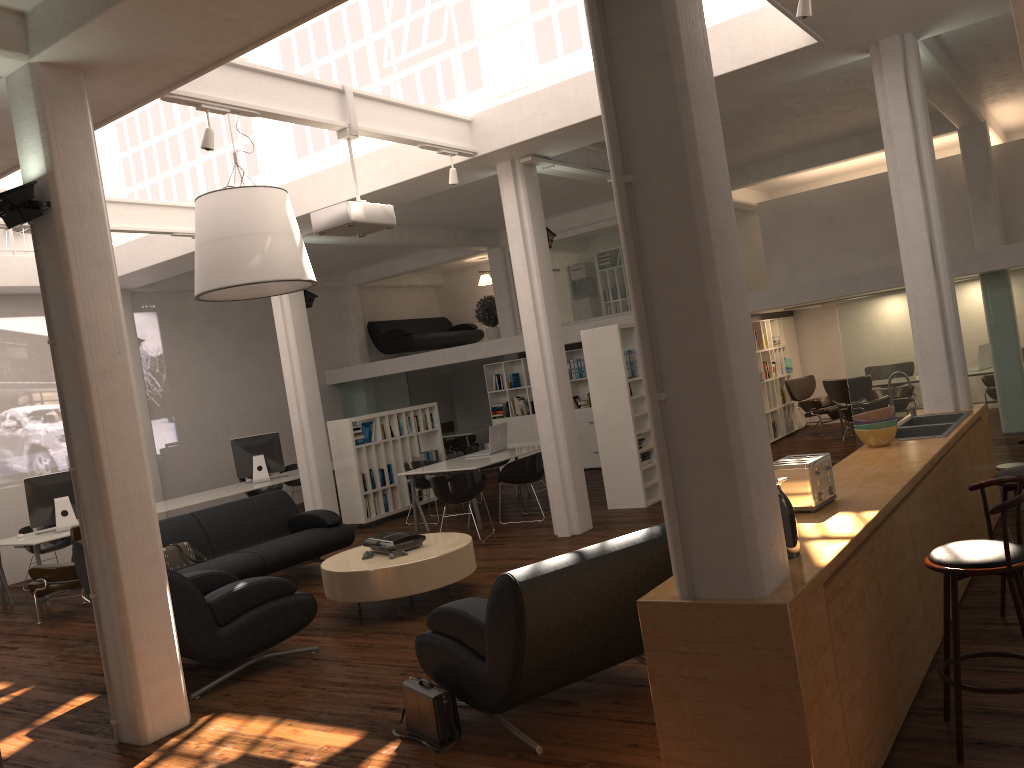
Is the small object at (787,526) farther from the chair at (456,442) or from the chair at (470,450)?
the chair at (456,442)

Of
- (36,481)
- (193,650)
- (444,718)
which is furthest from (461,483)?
(444,718)

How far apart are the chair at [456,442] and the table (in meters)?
12.90

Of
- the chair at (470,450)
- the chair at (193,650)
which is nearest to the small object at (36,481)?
the chair at (193,650)

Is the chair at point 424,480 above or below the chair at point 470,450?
below

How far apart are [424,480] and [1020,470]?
9.68m

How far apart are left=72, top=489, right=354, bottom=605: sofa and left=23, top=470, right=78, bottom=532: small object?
3.17m

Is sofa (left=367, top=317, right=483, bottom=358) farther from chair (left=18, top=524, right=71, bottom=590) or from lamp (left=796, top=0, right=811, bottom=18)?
lamp (left=796, top=0, right=811, bottom=18)

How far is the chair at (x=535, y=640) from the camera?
5.1 meters

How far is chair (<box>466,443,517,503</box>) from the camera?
16.5 meters
